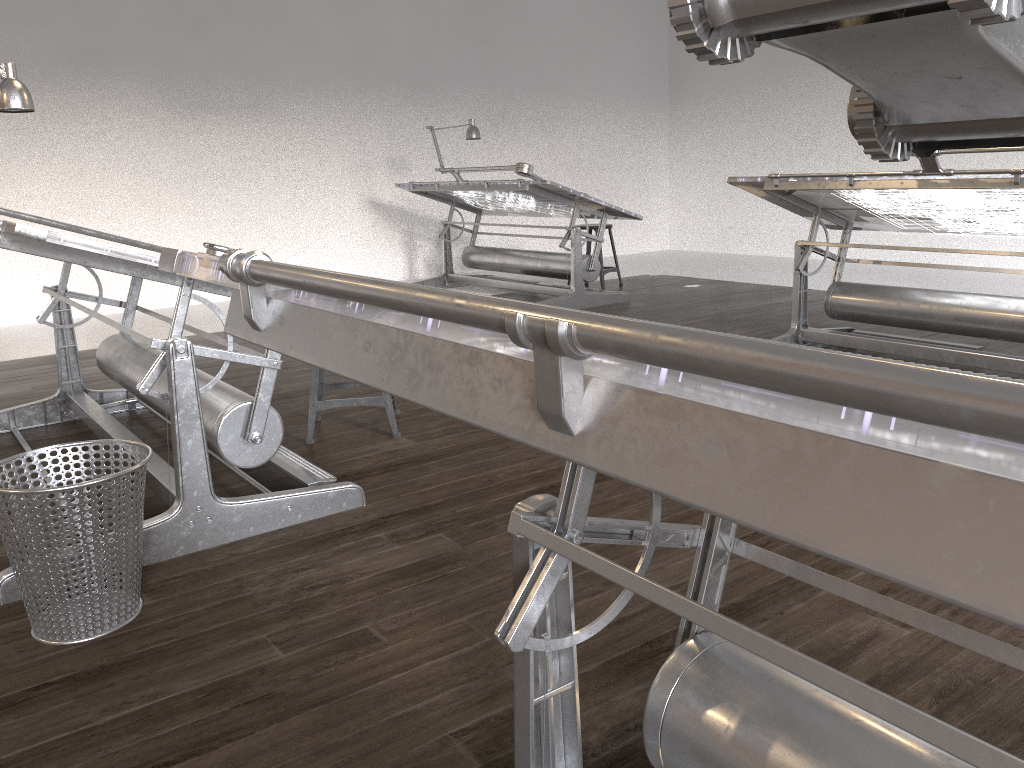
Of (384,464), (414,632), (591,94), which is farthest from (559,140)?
(414,632)

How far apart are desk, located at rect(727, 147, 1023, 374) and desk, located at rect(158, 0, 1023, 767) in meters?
2.7 m

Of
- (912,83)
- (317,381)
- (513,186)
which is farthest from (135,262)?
(513,186)

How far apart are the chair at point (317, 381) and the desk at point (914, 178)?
1.95m

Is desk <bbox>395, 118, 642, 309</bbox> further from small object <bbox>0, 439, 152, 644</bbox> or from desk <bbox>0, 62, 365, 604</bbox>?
small object <bbox>0, 439, 152, 644</bbox>

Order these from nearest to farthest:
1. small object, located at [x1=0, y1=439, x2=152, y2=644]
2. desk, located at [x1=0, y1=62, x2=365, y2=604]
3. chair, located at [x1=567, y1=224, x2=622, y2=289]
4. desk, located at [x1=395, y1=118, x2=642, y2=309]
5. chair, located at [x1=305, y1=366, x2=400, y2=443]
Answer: small object, located at [x1=0, y1=439, x2=152, y2=644], desk, located at [x1=0, y1=62, x2=365, y2=604], chair, located at [x1=305, y1=366, x2=400, y2=443], desk, located at [x1=395, y1=118, x2=642, y2=309], chair, located at [x1=567, y1=224, x2=622, y2=289]

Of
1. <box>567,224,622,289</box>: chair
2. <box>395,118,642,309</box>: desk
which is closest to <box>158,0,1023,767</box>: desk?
<box>395,118,642,309</box>: desk

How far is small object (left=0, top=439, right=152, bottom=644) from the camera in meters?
1.9

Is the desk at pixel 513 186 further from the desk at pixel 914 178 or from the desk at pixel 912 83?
the desk at pixel 912 83

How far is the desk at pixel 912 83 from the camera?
0.2 meters
